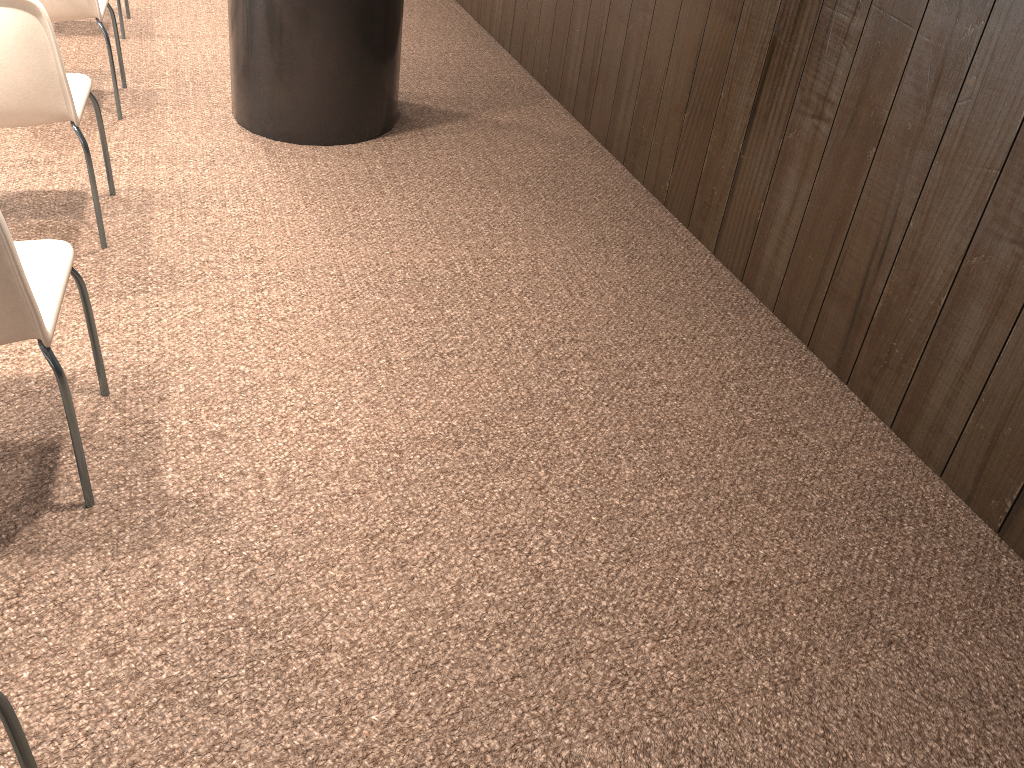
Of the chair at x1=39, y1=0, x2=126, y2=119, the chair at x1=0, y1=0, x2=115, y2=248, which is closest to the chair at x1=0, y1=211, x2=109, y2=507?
the chair at x1=0, y1=0, x2=115, y2=248

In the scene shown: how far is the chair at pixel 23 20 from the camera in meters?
2.5 m

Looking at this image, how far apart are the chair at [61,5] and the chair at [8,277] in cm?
194

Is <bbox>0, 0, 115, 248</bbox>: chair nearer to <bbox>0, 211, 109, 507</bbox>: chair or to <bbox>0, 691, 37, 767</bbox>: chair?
<bbox>0, 211, 109, 507</bbox>: chair

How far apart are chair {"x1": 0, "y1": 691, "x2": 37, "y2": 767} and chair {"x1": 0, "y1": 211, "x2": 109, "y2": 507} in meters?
0.8 m

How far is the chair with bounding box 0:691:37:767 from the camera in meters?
1.3

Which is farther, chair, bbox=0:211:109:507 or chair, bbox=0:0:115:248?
chair, bbox=0:0:115:248

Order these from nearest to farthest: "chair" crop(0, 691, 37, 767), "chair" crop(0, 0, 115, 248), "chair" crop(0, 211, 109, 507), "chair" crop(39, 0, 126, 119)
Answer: "chair" crop(0, 691, 37, 767)
"chair" crop(0, 211, 109, 507)
"chair" crop(0, 0, 115, 248)
"chair" crop(39, 0, 126, 119)

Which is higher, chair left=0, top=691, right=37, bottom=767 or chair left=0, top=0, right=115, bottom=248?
chair left=0, top=0, right=115, bottom=248

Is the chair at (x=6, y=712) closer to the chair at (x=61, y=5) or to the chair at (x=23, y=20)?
the chair at (x=23, y=20)
